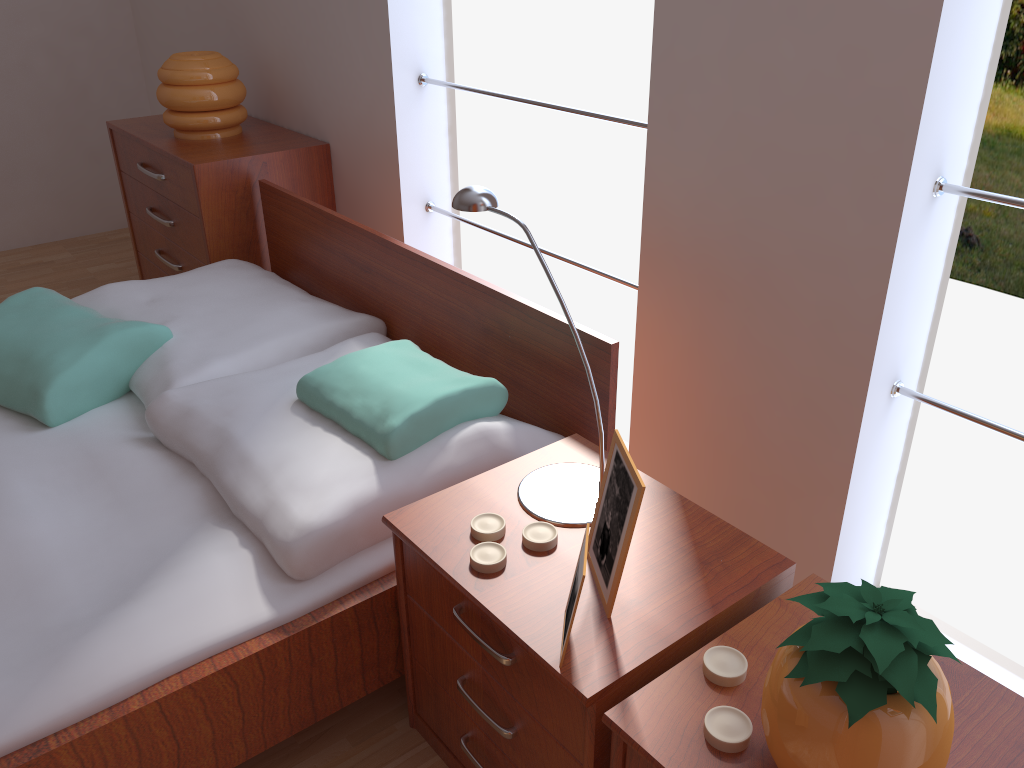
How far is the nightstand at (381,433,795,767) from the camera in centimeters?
104cm

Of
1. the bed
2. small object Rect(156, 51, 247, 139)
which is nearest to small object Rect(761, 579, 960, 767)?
the bed

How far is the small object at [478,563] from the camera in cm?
116

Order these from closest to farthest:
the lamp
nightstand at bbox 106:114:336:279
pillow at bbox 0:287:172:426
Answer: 1. the lamp
2. pillow at bbox 0:287:172:426
3. nightstand at bbox 106:114:336:279

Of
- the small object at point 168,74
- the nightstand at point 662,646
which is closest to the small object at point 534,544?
the nightstand at point 662,646

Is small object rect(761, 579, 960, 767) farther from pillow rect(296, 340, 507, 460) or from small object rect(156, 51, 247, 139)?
small object rect(156, 51, 247, 139)

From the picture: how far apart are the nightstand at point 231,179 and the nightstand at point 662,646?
1.5 meters

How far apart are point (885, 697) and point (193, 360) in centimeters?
152cm

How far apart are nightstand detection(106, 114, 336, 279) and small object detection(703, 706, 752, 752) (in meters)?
2.04

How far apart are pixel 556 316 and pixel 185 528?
0.7 meters
